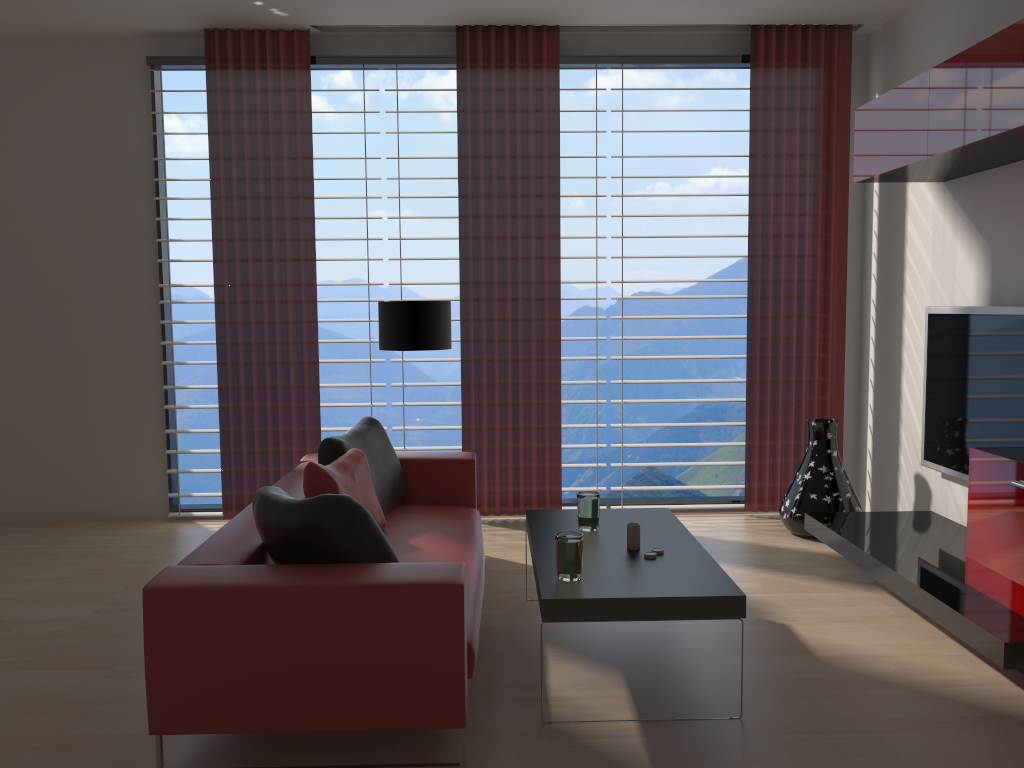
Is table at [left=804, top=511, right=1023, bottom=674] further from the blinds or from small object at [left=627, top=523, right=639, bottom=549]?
small object at [left=627, top=523, right=639, bottom=549]

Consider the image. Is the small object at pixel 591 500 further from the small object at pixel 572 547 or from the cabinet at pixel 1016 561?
the cabinet at pixel 1016 561

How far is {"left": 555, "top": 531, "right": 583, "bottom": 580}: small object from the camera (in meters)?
4.16

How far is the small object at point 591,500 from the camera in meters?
5.1

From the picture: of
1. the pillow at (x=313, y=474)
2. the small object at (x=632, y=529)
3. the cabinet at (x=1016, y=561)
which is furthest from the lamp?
the cabinet at (x=1016, y=561)

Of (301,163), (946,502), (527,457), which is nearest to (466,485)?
(527,457)

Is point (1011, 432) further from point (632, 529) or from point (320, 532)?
point (320, 532)

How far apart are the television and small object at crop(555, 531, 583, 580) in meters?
3.0

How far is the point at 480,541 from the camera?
5.6m

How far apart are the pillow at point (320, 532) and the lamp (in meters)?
→ 2.69
